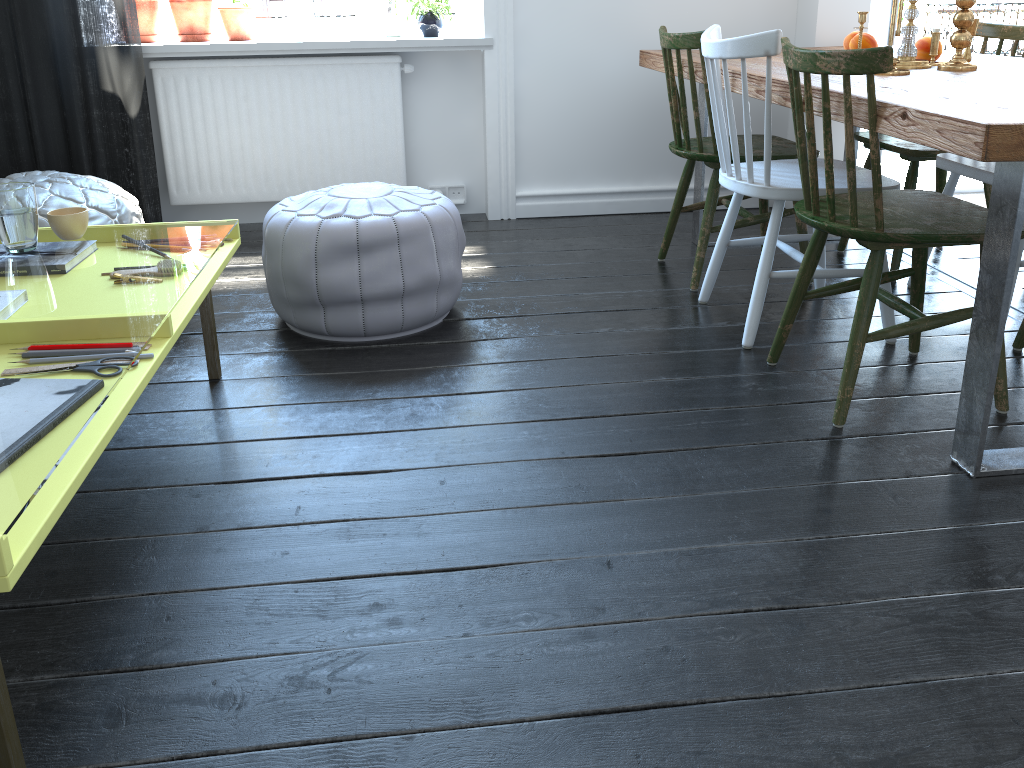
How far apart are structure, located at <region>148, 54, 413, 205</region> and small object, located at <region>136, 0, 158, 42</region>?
0.2m

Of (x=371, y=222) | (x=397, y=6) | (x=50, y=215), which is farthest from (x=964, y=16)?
(x=50, y=215)

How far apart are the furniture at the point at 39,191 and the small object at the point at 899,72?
2.37m

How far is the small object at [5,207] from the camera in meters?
1.9 m

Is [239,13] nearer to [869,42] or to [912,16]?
[869,42]

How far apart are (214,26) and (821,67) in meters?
2.9

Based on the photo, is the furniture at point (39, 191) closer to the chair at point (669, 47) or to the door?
the chair at point (669, 47)

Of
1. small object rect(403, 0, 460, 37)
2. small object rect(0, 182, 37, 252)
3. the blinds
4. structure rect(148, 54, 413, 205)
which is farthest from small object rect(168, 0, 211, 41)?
small object rect(0, 182, 37, 252)

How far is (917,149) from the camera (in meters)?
2.76

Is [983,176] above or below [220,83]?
below
